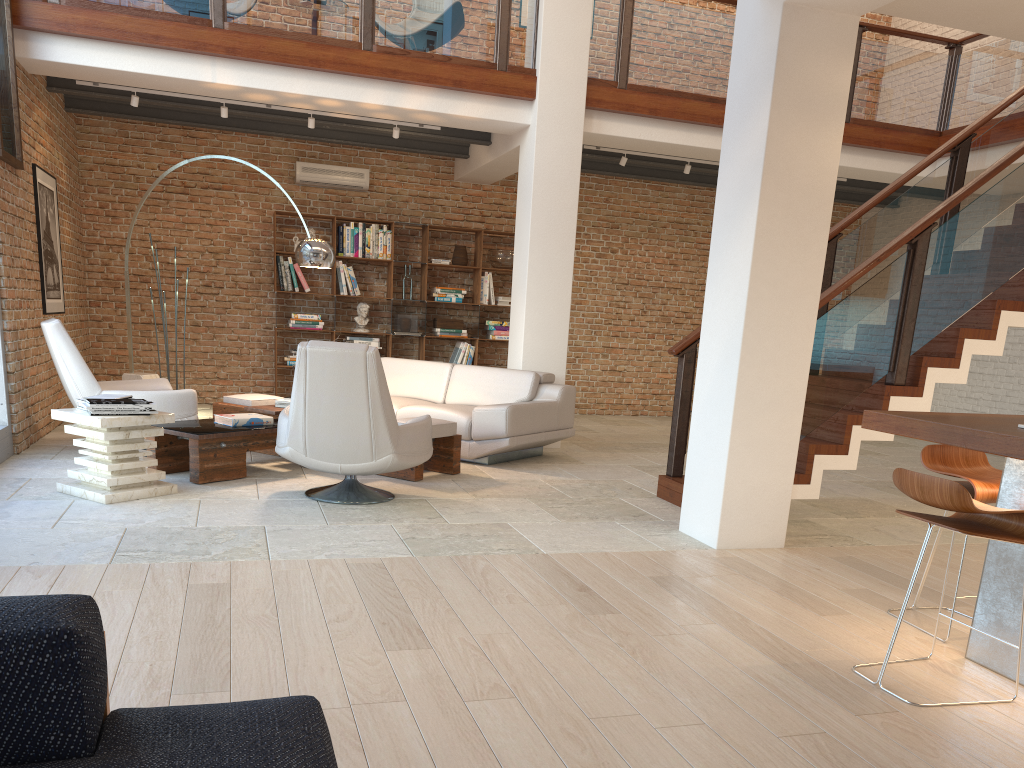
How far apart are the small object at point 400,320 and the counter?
7.7m

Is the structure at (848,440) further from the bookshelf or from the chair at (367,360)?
the bookshelf

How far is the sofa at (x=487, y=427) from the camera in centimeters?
707cm

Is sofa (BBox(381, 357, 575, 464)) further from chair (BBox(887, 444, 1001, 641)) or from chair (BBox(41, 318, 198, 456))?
chair (BBox(887, 444, 1001, 641))

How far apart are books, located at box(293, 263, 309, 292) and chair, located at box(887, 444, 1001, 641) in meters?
7.9

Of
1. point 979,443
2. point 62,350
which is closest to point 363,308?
point 62,350

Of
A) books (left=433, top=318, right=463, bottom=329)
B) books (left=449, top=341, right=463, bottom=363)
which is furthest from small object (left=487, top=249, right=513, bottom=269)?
books (left=449, top=341, right=463, bottom=363)

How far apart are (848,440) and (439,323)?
6.2m

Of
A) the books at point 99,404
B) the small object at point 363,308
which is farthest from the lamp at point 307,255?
the small object at point 363,308

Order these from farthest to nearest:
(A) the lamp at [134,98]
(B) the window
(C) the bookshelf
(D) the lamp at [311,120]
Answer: (C) the bookshelf, (D) the lamp at [311,120], (A) the lamp at [134,98], (B) the window
